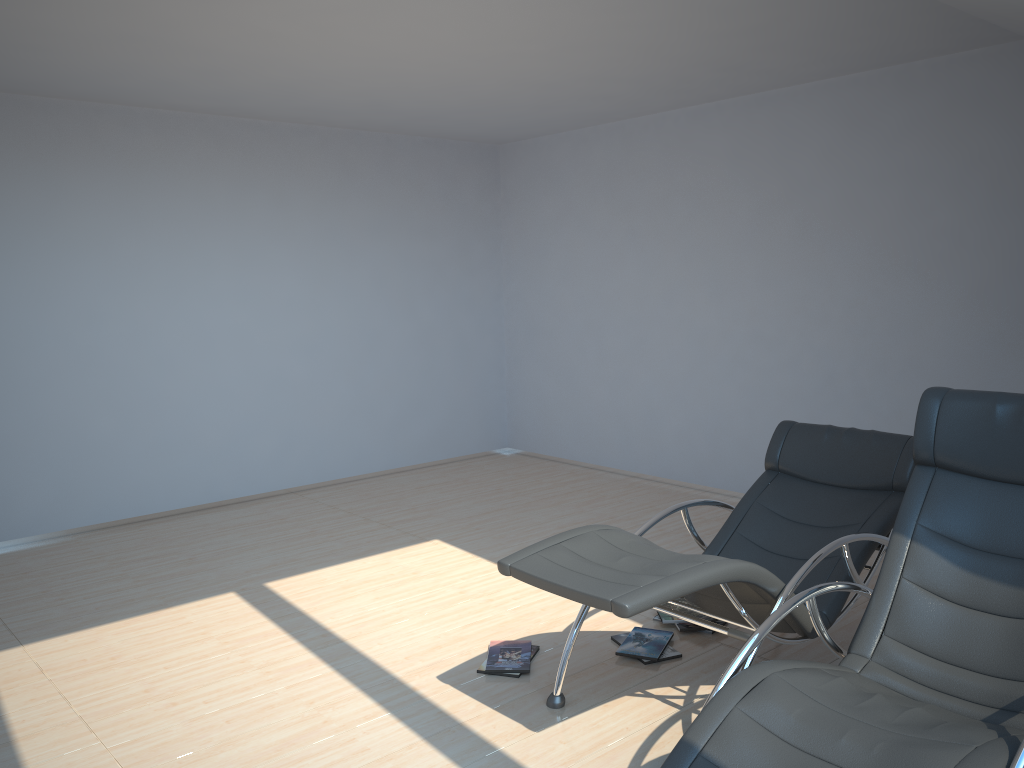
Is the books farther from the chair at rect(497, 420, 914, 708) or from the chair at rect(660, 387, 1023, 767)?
the chair at rect(660, 387, 1023, 767)

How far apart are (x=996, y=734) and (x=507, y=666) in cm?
203

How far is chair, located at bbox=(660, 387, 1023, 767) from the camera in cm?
223

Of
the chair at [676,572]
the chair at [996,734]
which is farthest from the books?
the chair at [996,734]

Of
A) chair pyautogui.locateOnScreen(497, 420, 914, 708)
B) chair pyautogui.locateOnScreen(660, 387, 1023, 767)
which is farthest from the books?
chair pyautogui.locateOnScreen(660, 387, 1023, 767)

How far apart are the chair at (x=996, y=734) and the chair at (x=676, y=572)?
0.21m

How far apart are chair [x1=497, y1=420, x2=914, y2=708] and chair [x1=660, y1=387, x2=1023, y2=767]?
0.2m

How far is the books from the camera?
3.8m

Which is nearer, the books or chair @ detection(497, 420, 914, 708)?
chair @ detection(497, 420, 914, 708)

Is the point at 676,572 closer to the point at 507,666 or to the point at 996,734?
the point at 996,734
